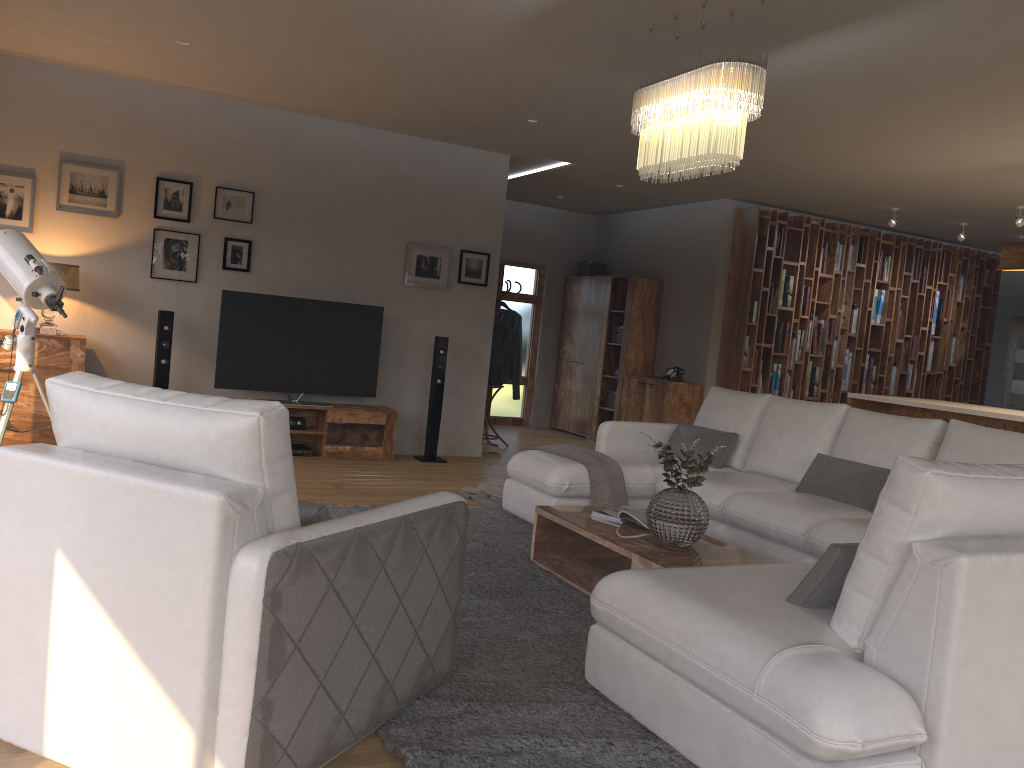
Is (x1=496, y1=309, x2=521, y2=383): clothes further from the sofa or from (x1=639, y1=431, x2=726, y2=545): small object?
(x1=639, y1=431, x2=726, y2=545): small object

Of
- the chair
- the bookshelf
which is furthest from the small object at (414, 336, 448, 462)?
the chair

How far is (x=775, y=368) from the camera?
9.37m

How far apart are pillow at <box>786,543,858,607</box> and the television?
5.2 meters

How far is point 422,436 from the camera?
8.0 meters

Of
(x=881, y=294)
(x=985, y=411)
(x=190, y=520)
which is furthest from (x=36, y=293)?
(x=881, y=294)

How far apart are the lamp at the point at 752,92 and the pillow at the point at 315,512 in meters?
2.4

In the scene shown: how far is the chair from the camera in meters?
2.0 m

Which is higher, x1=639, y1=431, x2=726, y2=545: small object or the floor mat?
x1=639, y1=431, x2=726, y2=545: small object

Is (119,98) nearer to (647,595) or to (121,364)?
(121,364)
